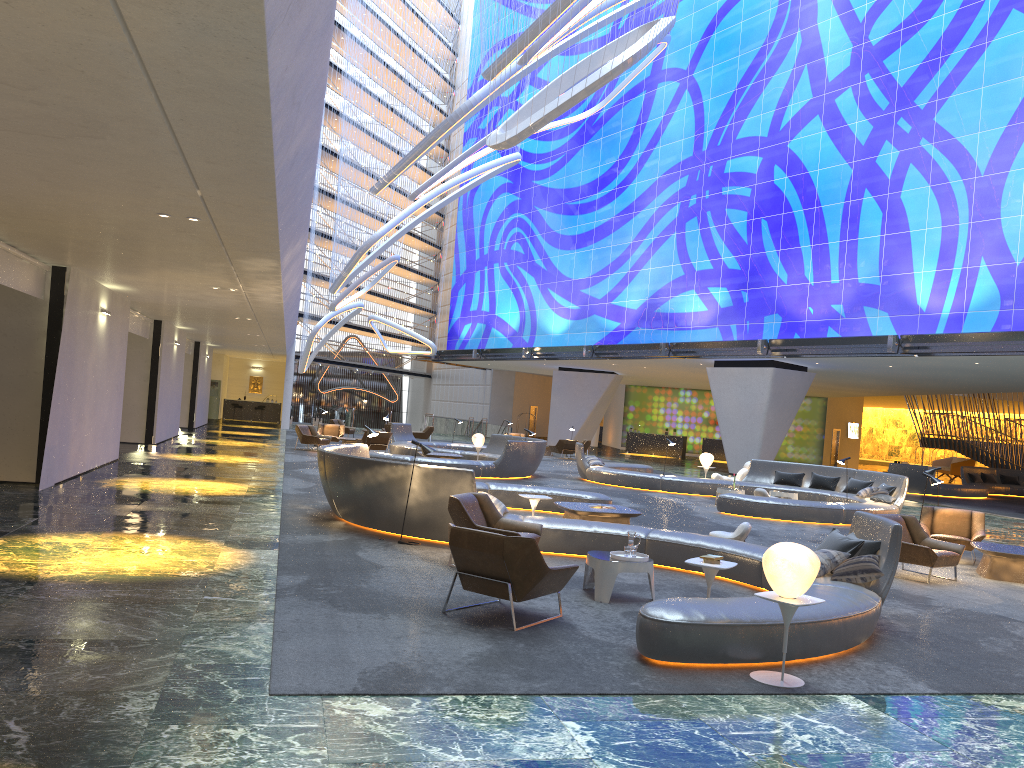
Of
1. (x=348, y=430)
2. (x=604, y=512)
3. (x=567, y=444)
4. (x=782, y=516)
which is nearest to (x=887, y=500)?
(x=782, y=516)

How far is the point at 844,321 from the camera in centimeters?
2861cm

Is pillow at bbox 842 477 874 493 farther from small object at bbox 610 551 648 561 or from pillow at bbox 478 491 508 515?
small object at bbox 610 551 648 561

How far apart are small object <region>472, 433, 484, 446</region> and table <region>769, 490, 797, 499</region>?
8.64m

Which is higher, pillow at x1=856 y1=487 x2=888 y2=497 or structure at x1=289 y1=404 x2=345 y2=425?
pillow at x1=856 y1=487 x2=888 y2=497

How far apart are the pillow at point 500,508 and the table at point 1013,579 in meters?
6.5 m

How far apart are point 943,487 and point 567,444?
13.1 meters

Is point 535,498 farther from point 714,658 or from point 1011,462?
point 1011,462

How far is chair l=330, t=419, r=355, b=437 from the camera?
36.29m

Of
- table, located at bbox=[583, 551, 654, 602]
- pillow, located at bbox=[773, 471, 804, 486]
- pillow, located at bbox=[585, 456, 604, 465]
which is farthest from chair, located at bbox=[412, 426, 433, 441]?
table, located at bbox=[583, 551, 654, 602]
